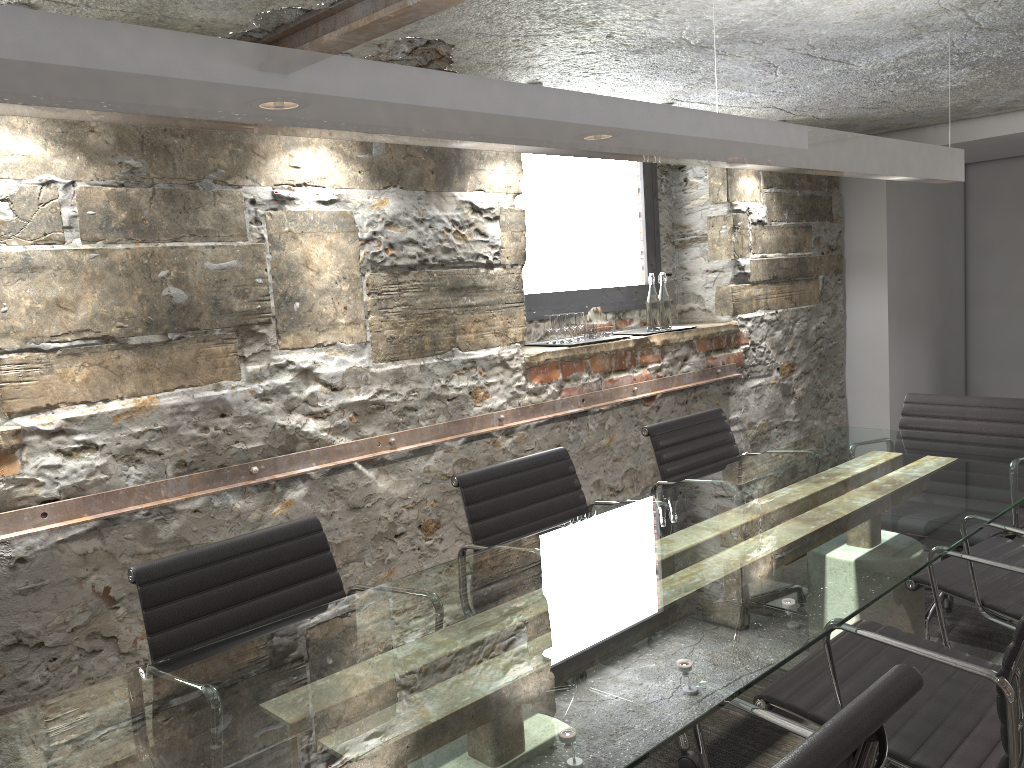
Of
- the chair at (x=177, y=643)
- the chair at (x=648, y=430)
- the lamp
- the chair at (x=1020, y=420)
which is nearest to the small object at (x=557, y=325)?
the chair at (x=648, y=430)

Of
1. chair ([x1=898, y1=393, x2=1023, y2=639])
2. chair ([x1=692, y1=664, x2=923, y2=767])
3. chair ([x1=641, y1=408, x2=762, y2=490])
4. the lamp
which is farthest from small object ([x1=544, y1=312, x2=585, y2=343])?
chair ([x1=692, y1=664, x2=923, y2=767])

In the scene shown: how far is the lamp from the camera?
1.1 meters

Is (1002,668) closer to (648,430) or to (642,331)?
(648,430)

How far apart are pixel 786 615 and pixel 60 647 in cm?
203

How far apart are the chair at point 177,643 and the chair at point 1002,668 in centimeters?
95cm

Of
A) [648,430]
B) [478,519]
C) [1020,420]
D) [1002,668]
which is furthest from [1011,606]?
[478,519]

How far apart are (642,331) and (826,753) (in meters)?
3.71

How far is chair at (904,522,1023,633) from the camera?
2.4 meters

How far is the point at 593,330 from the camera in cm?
425
